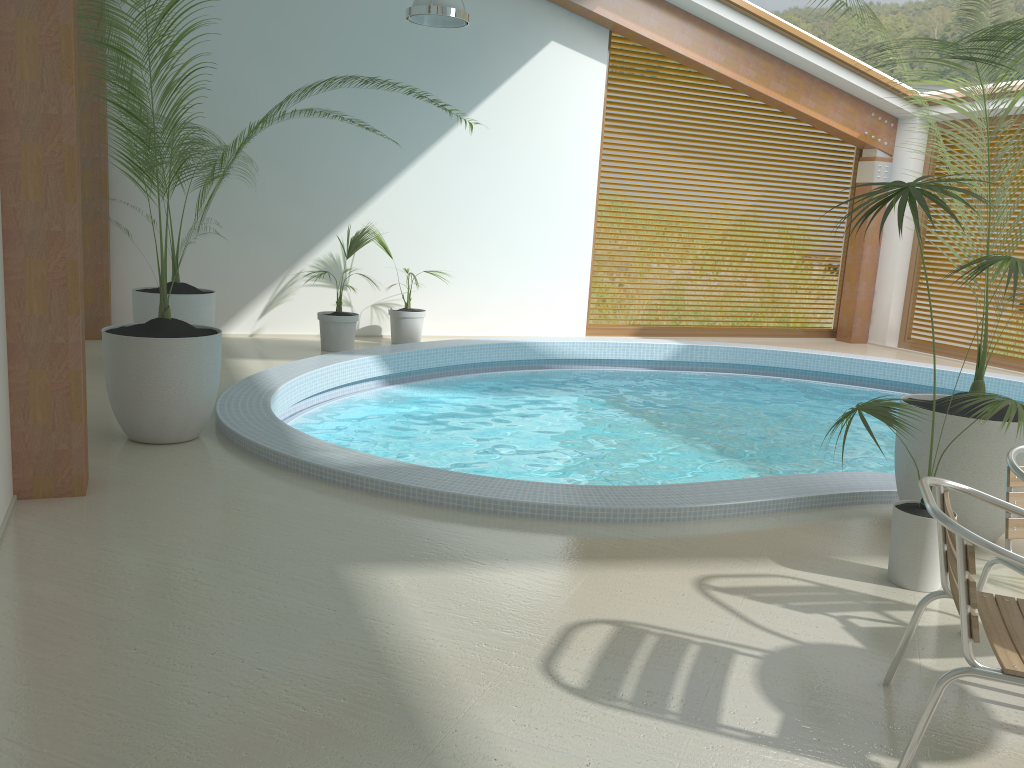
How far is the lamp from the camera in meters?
6.8

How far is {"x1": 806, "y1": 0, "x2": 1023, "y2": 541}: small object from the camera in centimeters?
408cm

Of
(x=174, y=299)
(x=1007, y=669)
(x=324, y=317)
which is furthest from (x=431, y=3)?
(x=1007, y=669)

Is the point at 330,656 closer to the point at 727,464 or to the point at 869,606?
the point at 869,606

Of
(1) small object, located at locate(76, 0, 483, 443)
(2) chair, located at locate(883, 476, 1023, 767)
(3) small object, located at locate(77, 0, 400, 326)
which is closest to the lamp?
(1) small object, located at locate(76, 0, 483, 443)

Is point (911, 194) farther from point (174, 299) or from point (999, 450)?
point (174, 299)

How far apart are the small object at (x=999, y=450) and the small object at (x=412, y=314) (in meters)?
5.84

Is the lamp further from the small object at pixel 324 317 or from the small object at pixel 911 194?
the small object at pixel 911 194

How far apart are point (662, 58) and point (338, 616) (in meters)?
9.90

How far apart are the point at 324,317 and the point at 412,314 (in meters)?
1.09
